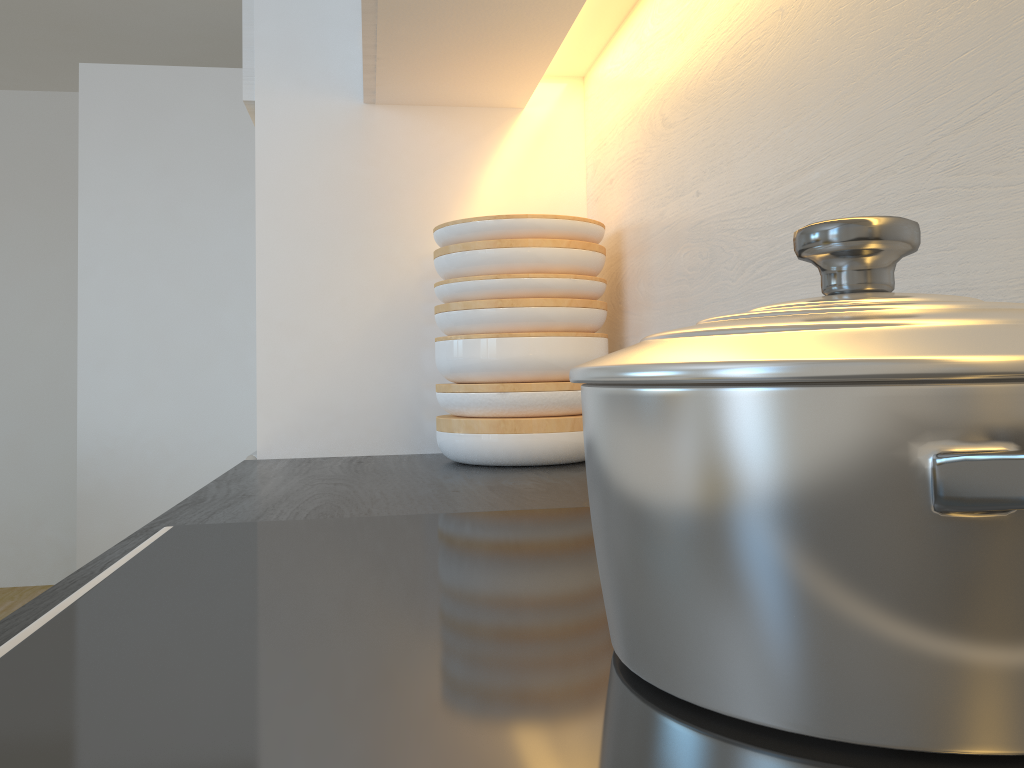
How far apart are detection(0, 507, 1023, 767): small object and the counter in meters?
0.0 m

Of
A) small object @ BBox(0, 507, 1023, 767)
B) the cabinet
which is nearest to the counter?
small object @ BBox(0, 507, 1023, 767)

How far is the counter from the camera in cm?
79

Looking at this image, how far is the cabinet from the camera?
1.1m

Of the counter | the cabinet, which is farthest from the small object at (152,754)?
the cabinet

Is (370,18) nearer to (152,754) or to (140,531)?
(140,531)

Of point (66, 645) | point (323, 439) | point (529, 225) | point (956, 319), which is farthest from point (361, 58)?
point (956, 319)

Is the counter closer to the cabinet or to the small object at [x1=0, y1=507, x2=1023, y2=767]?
the small object at [x1=0, y1=507, x2=1023, y2=767]

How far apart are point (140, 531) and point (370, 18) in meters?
0.7 m

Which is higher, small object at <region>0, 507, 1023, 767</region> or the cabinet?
the cabinet
